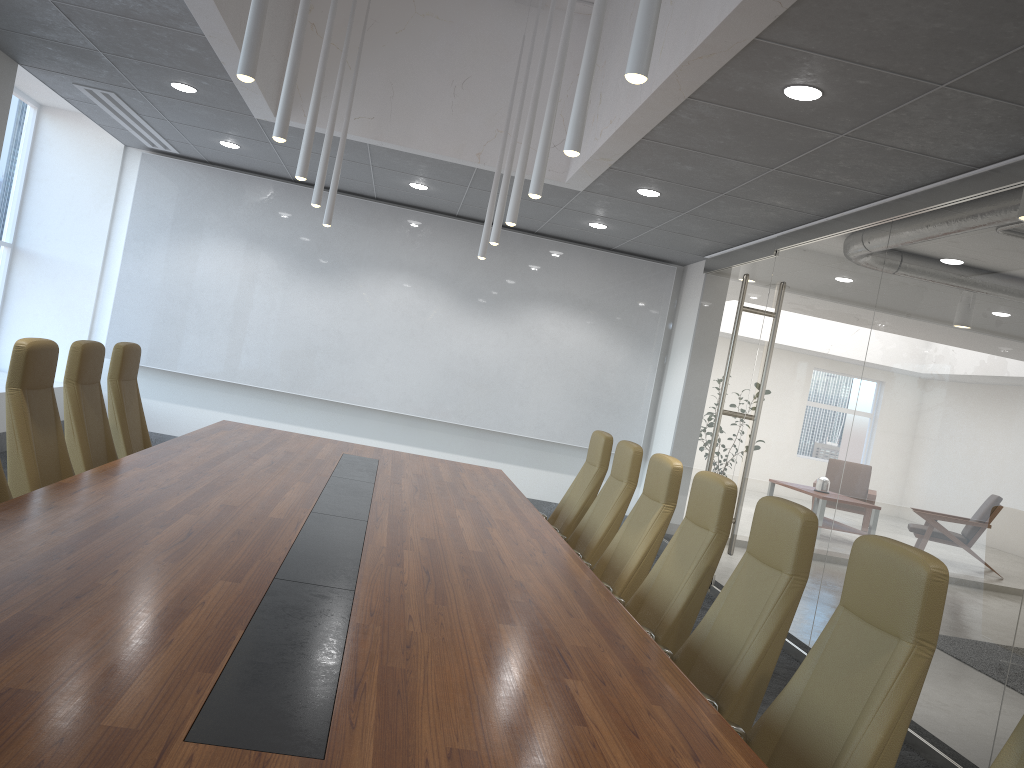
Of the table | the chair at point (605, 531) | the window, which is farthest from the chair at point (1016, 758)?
the window

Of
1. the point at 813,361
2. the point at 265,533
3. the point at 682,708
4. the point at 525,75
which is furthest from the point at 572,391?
the point at 682,708

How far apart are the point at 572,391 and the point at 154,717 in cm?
952

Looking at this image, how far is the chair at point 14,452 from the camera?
4.4 meters

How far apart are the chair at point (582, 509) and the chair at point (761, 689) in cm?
265

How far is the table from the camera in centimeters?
177cm

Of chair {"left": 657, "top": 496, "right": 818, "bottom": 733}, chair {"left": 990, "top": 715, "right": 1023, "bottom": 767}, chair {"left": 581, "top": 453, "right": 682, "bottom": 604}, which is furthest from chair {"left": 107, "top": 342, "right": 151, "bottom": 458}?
chair {"left": 990, "top": 715, "right": 1023, "bottom": 767}

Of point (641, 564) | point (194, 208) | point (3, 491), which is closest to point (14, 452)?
point (3, 491)

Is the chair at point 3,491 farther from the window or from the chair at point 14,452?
the window

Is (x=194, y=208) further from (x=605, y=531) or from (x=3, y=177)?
(x=605, y=531)
